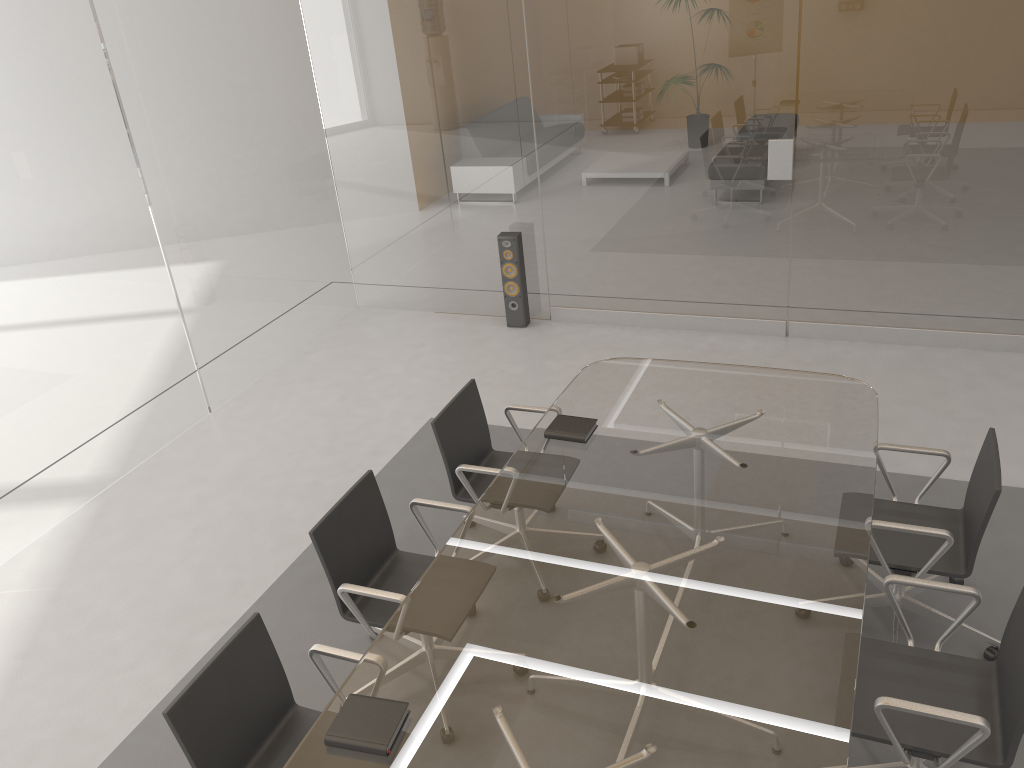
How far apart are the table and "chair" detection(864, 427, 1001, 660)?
0.1 meters

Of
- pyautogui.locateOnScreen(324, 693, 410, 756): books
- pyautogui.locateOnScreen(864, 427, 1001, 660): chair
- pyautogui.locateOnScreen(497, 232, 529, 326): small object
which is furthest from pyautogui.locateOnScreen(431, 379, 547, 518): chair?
pyautogui.locateOnScreen(497, 232, 529, 326): small object

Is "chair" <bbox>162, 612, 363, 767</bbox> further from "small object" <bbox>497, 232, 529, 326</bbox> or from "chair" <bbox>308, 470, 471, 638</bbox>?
"small object" <bbox>497, 232, 529, 326</bbox>

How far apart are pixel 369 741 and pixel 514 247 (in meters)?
4.45

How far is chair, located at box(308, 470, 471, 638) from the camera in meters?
3.1 m

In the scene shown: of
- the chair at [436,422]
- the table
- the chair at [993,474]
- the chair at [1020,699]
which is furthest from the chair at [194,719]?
the chair at [993,474]

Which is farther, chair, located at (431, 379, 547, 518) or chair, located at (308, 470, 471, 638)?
chair, located at (431, 379, 547, 518)

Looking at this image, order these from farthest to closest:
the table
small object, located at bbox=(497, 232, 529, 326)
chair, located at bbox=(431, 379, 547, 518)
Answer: small object, located at bbox=(497, 232, 529, 326)
chair, located at bbox=(431, 379, 547, 518)
the table

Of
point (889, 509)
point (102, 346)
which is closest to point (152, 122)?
point (102, 346)

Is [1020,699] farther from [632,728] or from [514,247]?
[514,247]
